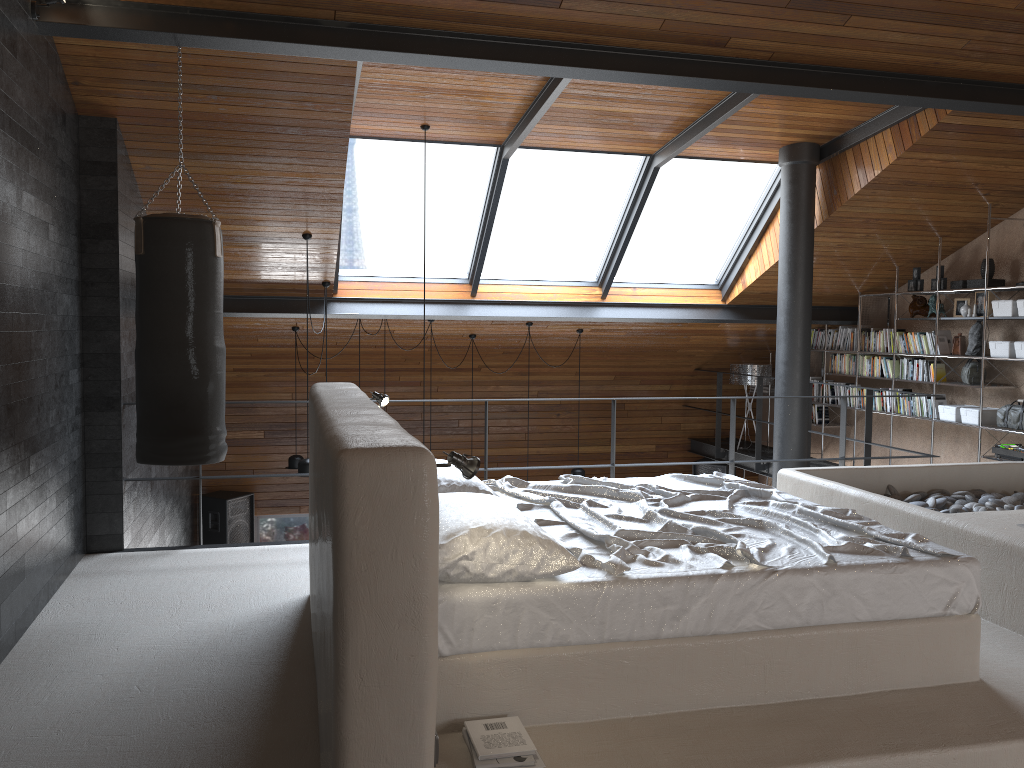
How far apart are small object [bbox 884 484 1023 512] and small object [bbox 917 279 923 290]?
3.41m

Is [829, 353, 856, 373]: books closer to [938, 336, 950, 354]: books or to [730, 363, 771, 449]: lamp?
[730, 363, 771, 449]: lamp

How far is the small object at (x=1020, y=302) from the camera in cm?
704

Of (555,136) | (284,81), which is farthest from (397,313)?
(284,81)

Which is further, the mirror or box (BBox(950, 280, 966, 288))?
the mirror

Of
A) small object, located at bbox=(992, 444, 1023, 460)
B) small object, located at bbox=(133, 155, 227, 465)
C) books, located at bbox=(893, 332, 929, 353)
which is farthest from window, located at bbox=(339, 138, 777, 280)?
small object, located at bbox=(992, 444, 1023, 460)

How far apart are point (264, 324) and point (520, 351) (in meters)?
2.83

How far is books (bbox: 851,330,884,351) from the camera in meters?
8.8 m

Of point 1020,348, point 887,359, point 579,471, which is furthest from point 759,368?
point 1020,348

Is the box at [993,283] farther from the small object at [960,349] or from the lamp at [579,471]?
the lamp at [579,471]
